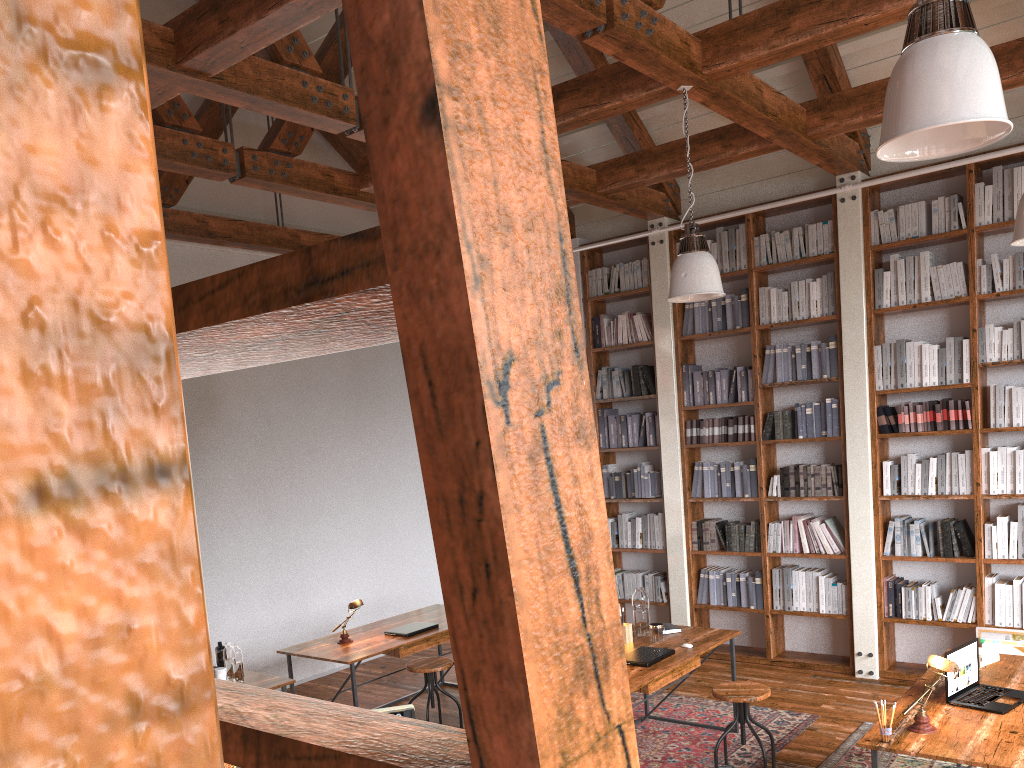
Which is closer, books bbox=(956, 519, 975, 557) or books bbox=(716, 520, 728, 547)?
books bbox=(956, 519, 975, 557)

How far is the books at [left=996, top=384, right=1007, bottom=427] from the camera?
5.8 meters

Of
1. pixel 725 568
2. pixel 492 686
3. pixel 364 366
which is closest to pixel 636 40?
pixel 492 686

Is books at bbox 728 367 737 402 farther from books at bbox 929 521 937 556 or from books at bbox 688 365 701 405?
books at bbox 929 521 937 556

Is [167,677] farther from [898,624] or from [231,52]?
[898,624]

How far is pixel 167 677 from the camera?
0.1 meters

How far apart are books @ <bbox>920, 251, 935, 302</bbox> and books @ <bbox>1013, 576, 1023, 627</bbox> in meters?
1.9 m

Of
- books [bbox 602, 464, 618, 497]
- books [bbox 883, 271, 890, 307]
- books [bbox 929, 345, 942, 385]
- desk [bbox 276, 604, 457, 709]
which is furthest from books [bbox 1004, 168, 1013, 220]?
desk [bbox 276, 604, 457, 709]

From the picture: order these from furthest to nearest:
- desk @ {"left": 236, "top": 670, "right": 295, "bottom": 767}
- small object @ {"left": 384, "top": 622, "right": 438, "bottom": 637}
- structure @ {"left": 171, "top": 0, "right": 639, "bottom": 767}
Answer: small object @ {"left": 384, "top": 622, "right": 438, "bottom": 637} < desk @ {"left": 236, "top": 670, "right": 295, "bottom": 767} < structure @ {"left": 171, "top": 0, "right": 639, "bottom": 767}

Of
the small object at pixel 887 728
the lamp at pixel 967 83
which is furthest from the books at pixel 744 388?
the lamp at pixel 967 83
